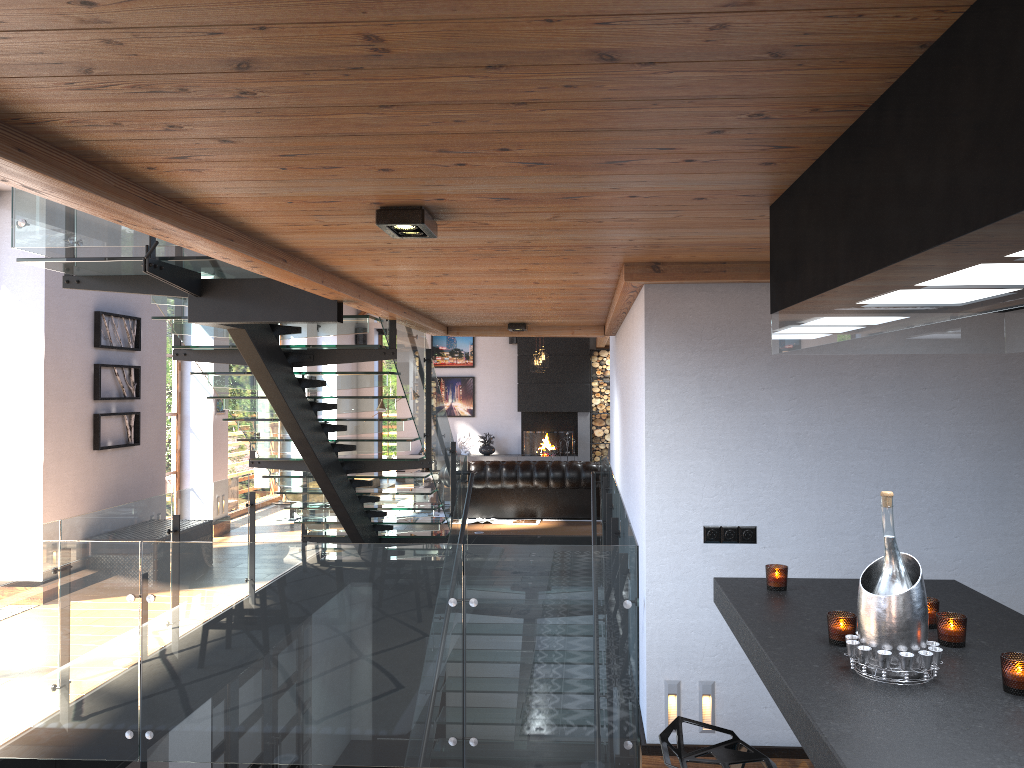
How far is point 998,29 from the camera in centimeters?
122cm

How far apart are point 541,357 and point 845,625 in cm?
1221

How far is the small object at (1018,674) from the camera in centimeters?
202cm

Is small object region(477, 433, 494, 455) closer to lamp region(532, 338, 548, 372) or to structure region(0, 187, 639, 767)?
lamp region(532, 338, 548, 372)

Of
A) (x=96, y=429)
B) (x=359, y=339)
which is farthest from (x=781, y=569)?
(x=359, y=339)

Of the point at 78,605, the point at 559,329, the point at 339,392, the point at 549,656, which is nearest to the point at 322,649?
the point at 549,656

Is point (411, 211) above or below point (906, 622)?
above

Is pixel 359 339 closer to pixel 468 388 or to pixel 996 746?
pixel 468 388

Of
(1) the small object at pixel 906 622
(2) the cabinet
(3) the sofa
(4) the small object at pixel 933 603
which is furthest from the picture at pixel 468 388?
(1) the small object at pixel 906 622

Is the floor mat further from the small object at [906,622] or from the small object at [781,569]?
the small object at [906,622]
